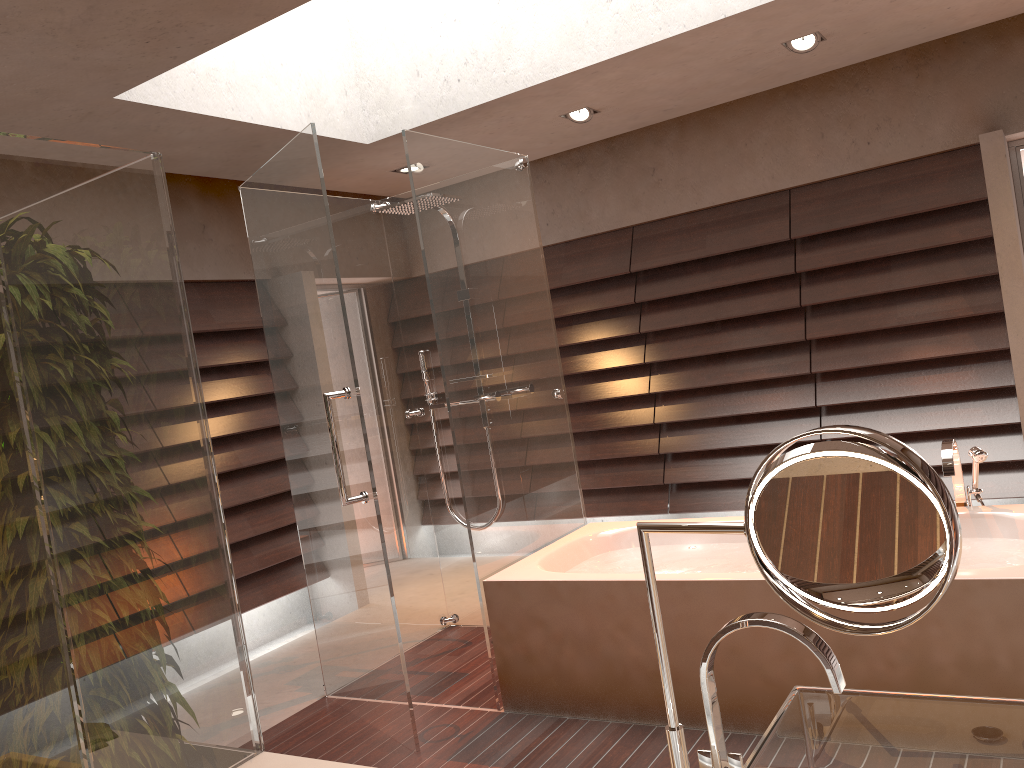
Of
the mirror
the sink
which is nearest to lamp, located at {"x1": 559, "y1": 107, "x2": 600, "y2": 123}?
the sink

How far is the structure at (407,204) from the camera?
3.96m

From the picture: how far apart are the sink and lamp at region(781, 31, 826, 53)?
3.5 meters

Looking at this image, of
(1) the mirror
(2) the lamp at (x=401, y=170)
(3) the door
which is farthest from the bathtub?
(2) the lamp at (x=401, y=170)

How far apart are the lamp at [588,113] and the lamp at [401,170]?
1.1m

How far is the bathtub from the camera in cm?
246

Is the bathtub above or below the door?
below

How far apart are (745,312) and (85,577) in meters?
4.2 m

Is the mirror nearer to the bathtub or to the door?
the bathtub

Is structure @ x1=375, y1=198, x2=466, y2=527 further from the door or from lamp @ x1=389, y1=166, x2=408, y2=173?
the door
